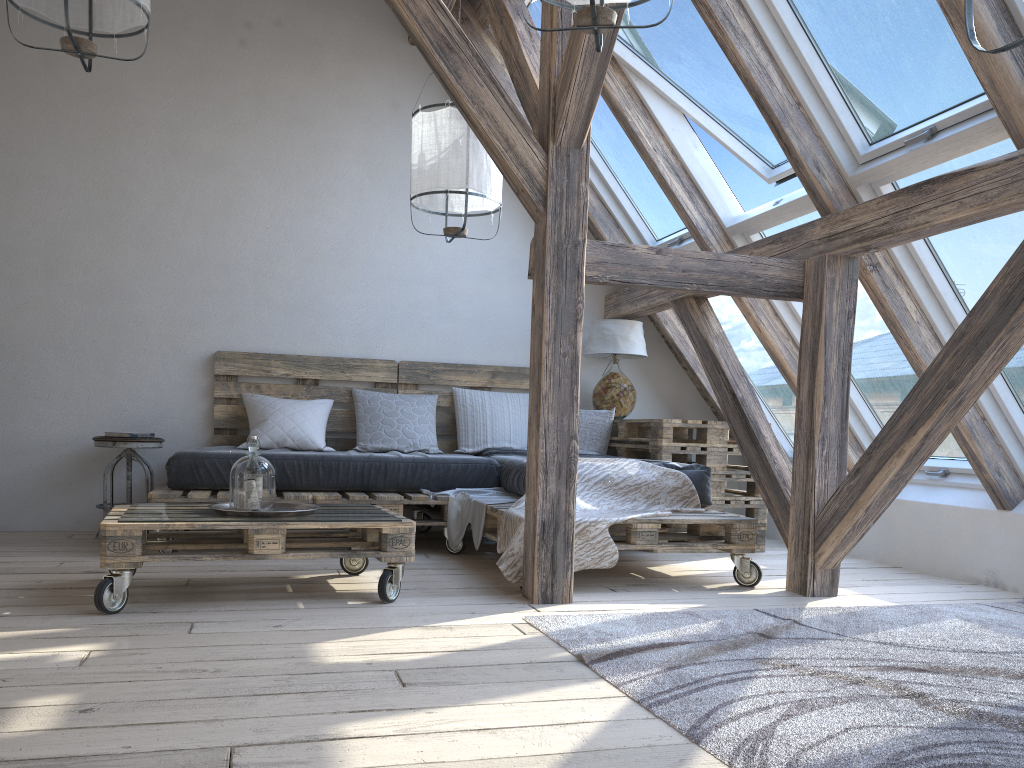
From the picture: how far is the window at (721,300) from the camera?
5.0 meters

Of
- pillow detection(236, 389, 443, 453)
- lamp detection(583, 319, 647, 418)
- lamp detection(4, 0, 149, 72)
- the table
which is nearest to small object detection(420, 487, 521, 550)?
pillow detection(236, 389, 443, 453)

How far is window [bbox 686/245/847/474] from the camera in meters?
5.0

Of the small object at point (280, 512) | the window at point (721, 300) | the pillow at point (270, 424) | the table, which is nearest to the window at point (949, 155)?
the table

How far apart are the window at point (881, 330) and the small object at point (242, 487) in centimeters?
246cm

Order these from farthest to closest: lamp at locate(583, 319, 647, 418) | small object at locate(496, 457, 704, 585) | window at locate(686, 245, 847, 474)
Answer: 1. lamp at locate(583, 319, 647, 418)
2. window at locate(686, 245, 847, 474)
3. small object at locate(496, 457, 704, 585)

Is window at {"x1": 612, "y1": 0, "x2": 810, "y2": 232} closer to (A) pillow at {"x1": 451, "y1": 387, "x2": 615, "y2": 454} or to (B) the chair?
(A) pillow at {"x1": 451, "y1": 387, "x2": 615, "y2": 454}

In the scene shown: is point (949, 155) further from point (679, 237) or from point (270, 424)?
point (270, 424)

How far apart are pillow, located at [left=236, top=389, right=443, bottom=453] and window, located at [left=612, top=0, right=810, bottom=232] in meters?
1.9 m

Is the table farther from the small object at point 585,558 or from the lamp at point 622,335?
the small object at point 585,558
